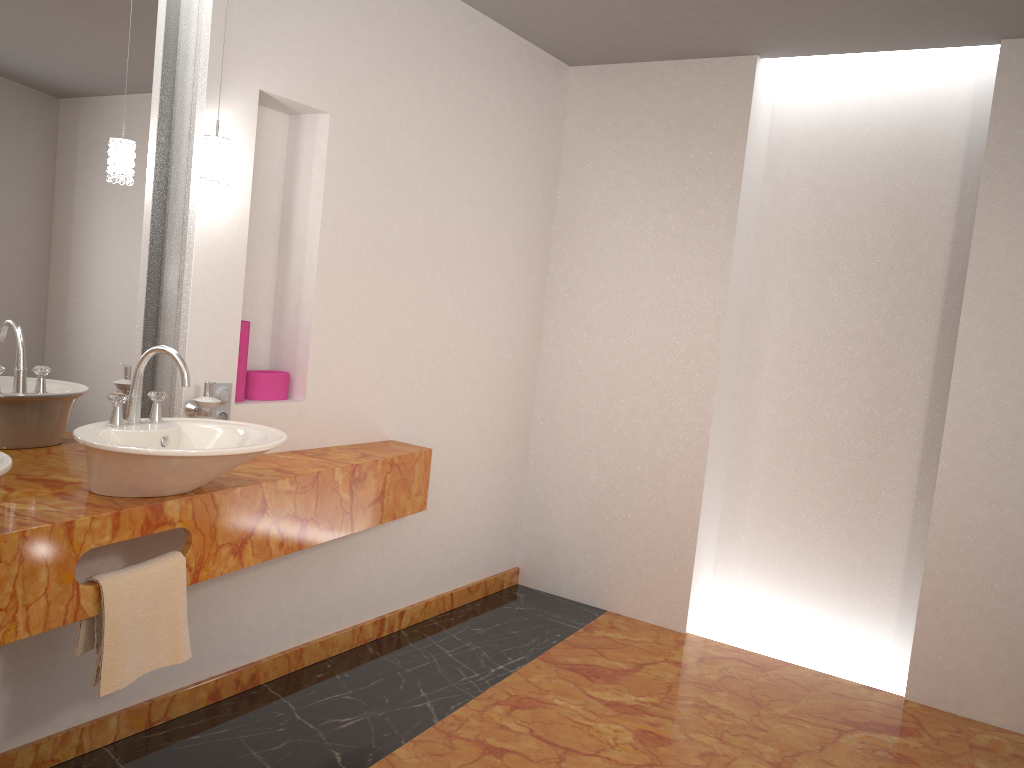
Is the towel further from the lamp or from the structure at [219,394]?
the lamp

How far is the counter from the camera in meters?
1.8 m

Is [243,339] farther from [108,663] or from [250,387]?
[108,663]

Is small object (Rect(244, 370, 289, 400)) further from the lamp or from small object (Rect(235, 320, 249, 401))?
the lamp

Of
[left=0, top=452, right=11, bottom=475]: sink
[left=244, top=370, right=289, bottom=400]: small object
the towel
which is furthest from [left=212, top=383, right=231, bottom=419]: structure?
[left=0, top=452, right=11, bottom=475]: sink

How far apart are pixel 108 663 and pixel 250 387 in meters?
1.1 m

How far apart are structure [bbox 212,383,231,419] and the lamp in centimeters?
60cm

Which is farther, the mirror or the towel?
the mirror

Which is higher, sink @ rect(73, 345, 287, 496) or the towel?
sink @ rect(73, 345, 287, 496)

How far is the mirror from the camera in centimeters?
224cm
